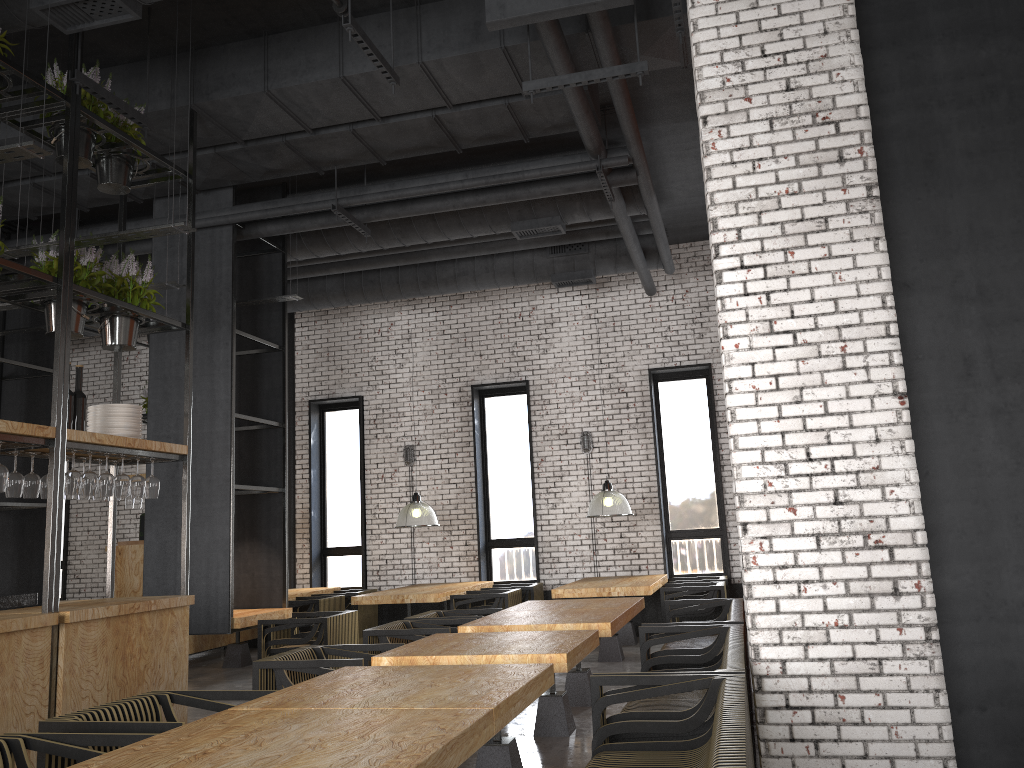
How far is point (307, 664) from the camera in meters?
4.8

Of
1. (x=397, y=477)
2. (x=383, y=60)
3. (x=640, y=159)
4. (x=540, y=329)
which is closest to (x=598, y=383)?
(x=540, y=329)

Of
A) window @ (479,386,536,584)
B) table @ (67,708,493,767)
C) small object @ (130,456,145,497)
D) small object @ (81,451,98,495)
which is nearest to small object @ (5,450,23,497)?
small object @ (81,451,98,495)

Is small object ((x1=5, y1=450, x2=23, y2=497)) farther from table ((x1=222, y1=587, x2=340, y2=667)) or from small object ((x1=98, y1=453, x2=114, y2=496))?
table ((x1=222, y1=587, x2=340, y2=667))

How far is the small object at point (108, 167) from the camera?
6.0m

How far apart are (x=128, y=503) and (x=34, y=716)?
5.91m

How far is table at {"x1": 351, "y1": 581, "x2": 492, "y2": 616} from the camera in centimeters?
937cm

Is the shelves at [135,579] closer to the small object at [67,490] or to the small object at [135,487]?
the small object at [135,487]

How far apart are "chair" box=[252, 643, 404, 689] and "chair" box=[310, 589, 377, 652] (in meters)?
5.68

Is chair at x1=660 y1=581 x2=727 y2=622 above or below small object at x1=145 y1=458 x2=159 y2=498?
below
